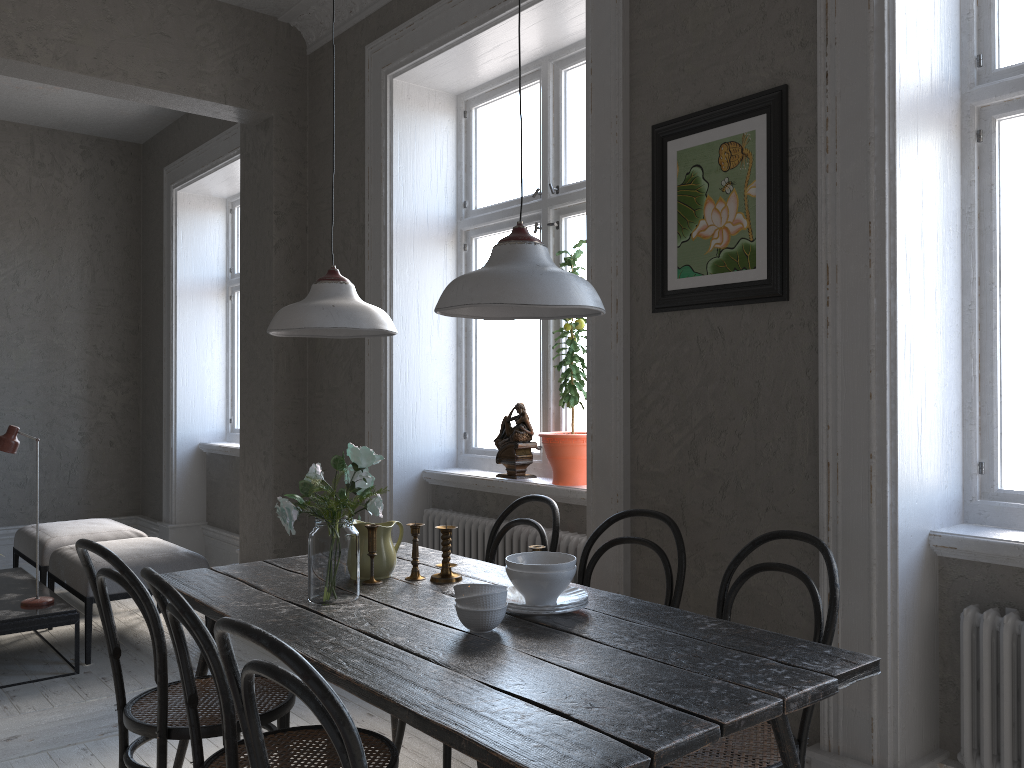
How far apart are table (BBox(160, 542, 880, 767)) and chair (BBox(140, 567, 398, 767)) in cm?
18

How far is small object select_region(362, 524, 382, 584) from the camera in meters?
2.6

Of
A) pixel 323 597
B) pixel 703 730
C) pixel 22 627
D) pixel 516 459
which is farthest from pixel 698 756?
pixel 22 627

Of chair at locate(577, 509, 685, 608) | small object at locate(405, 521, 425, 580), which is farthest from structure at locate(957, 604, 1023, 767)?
small object at locate(405, 521, 425, 580)

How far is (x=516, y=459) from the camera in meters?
3.8

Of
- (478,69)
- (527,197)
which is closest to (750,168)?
(527,197)

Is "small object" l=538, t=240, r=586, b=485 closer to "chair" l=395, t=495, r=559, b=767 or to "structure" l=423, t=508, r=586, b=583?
"structure" l=423, t=508, r=586, b=583

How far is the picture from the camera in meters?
2.5

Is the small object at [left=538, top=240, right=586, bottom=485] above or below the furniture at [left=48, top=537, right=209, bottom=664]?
above

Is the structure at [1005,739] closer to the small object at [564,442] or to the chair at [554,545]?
the chair at [554,545]
